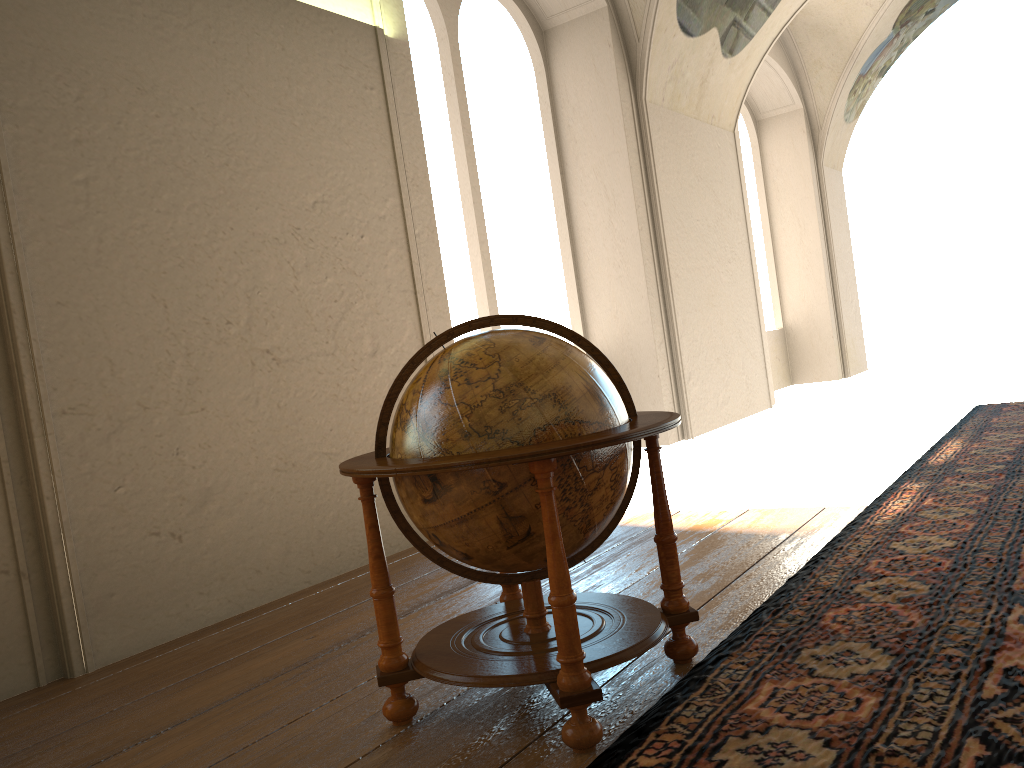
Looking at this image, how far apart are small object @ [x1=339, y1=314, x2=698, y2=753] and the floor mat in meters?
0.1 m

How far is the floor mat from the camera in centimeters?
256cm

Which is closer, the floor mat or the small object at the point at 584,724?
the floor mat

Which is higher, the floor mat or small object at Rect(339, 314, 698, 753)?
small object at Rect(339, 314, 698, 753)

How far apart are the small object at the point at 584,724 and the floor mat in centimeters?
6cm

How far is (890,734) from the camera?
2.6m

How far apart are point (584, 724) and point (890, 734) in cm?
90

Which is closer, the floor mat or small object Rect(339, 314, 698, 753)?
the floor mat

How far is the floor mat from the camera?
2.56m
